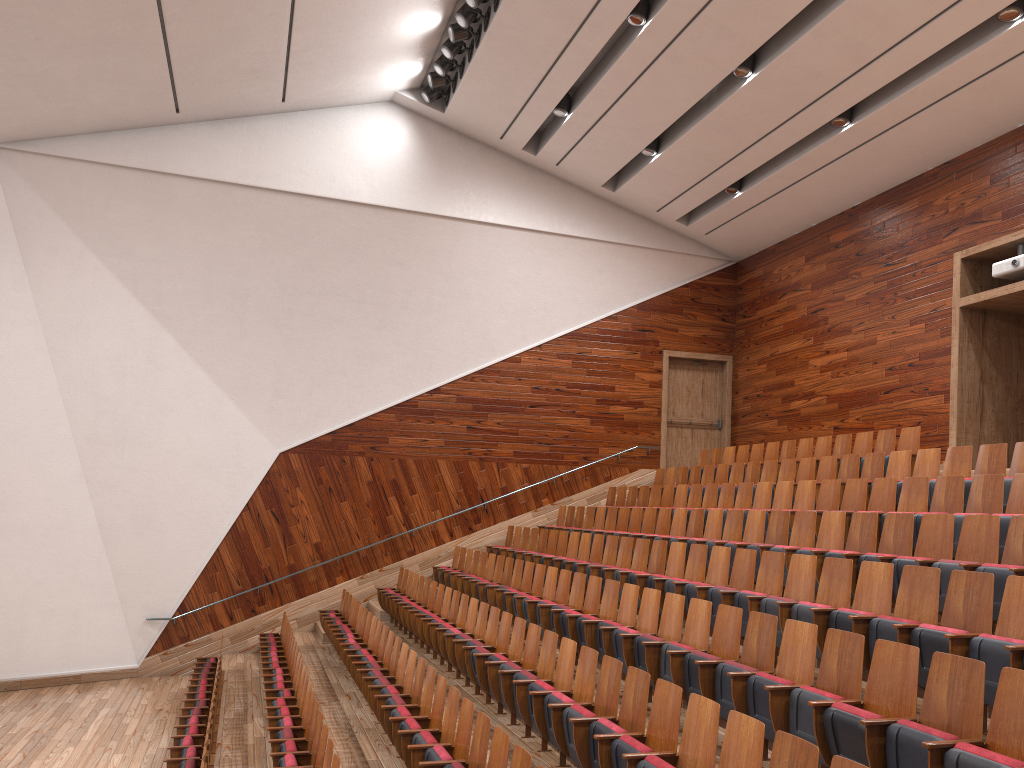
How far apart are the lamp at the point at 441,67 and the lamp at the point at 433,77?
0.0m

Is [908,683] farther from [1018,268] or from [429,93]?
[429,93]

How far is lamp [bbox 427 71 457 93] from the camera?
1.35m

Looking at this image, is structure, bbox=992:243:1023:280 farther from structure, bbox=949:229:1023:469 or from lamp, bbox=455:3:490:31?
lamp, bbox=455:3:490:31

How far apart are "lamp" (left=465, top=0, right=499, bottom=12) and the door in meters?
0.7 m

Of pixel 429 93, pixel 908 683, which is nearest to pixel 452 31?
pixel 429 93

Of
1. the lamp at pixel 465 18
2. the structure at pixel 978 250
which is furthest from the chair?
the lamp at pixel 465 18

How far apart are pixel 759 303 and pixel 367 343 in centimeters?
70cm

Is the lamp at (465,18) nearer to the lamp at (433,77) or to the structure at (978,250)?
the lamp at (433,77)

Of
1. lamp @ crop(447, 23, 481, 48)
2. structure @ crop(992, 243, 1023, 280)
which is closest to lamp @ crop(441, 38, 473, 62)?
lamp @ crop(447, 23, 481, 48)
